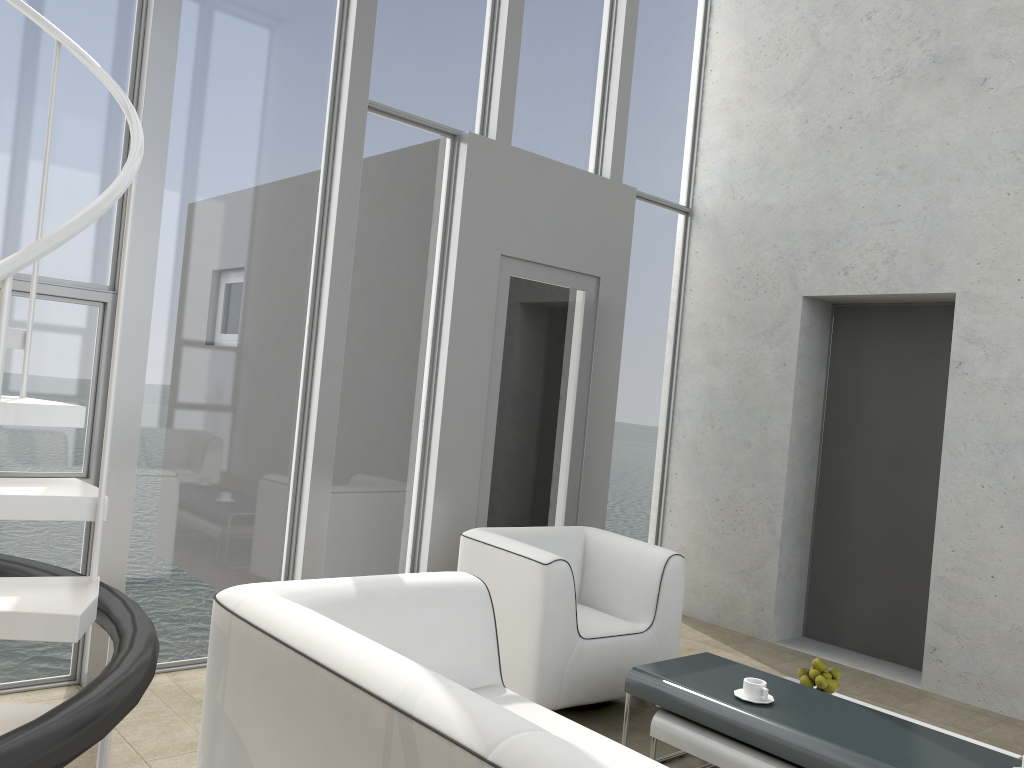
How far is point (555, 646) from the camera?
3.6 meters

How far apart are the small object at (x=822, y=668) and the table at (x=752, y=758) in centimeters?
55cm

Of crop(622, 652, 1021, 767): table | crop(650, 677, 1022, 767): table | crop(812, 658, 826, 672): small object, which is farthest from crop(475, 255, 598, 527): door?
crop(812, 658, 826, 672): small object

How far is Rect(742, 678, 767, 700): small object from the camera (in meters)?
2.98

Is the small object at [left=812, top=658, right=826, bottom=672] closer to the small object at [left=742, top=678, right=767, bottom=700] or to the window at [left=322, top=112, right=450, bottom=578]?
the small object at [left=742, top=678, right=767, bottom=700]

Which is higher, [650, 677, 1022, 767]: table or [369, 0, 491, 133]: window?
[369, 0, 491, 133]: window

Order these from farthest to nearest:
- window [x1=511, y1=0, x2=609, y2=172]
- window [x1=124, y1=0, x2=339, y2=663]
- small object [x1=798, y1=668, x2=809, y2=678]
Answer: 1. window [x1=511, y1=0, x2=609, y2=172]
2. window [x1=124, y1=0, x2=339, y2=663]
3. small object [x1=798, y1=668, x2=809, y2=678]

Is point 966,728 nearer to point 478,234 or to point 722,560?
point 722,560

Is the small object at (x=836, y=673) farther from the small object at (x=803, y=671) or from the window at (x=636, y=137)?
the window at (x=636, y=137)

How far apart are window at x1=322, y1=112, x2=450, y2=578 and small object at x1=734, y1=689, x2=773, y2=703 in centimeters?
213cm
